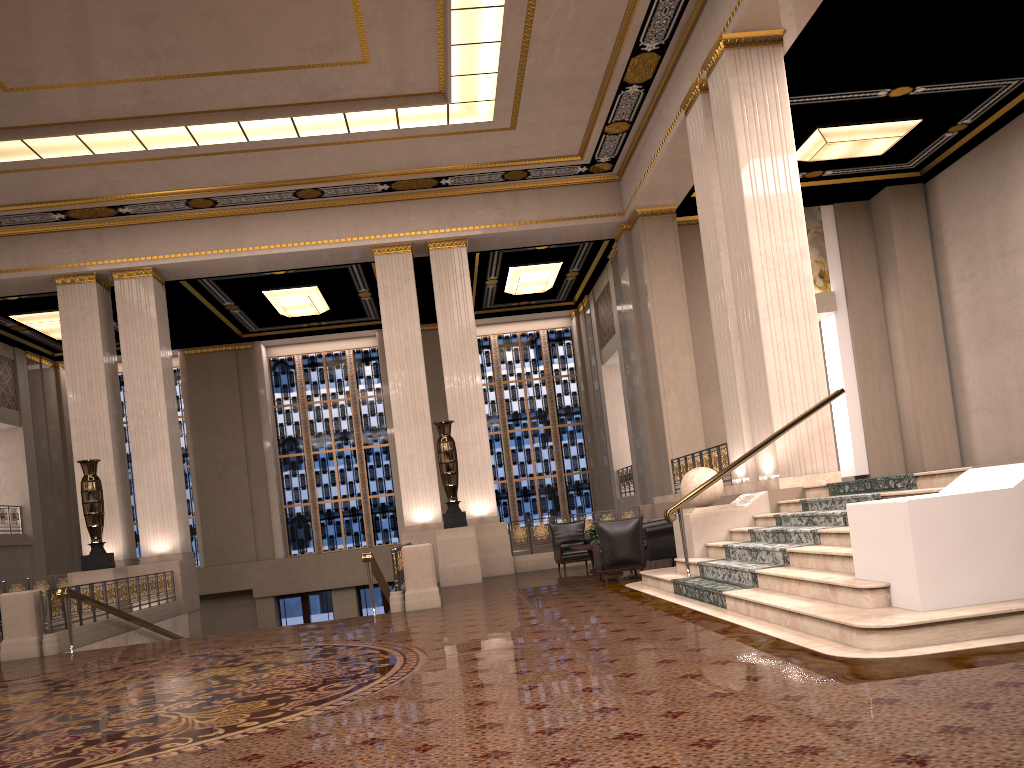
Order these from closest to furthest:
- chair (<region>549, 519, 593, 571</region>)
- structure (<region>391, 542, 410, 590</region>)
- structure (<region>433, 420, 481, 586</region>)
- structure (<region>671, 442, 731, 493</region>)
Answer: structure (<region>391, 542, 410, 590</region>) → structure (<region>671, 442, 731, 493</region>) → structure (<region>433, 420, 481, 586</region>) → chair (<region>549, 519, 593, 571</region>)

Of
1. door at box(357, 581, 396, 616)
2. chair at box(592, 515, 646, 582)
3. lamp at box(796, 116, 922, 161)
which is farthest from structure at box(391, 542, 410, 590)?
door at box(357, 581, 396, 616)

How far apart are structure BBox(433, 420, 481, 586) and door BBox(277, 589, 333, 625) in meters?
9.1 m

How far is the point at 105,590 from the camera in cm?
1238

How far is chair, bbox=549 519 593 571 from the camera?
14.76m

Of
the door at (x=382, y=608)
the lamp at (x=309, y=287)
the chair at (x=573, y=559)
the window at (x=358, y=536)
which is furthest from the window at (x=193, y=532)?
the chair at (x=573, y=559)

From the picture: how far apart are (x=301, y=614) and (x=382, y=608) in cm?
204

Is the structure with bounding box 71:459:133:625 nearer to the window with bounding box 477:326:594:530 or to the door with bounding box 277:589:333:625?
the door with bounding box 277:589:333:625

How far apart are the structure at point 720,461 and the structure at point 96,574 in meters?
9.5 m

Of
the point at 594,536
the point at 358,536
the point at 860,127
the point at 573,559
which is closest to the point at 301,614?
the point at 358,536
